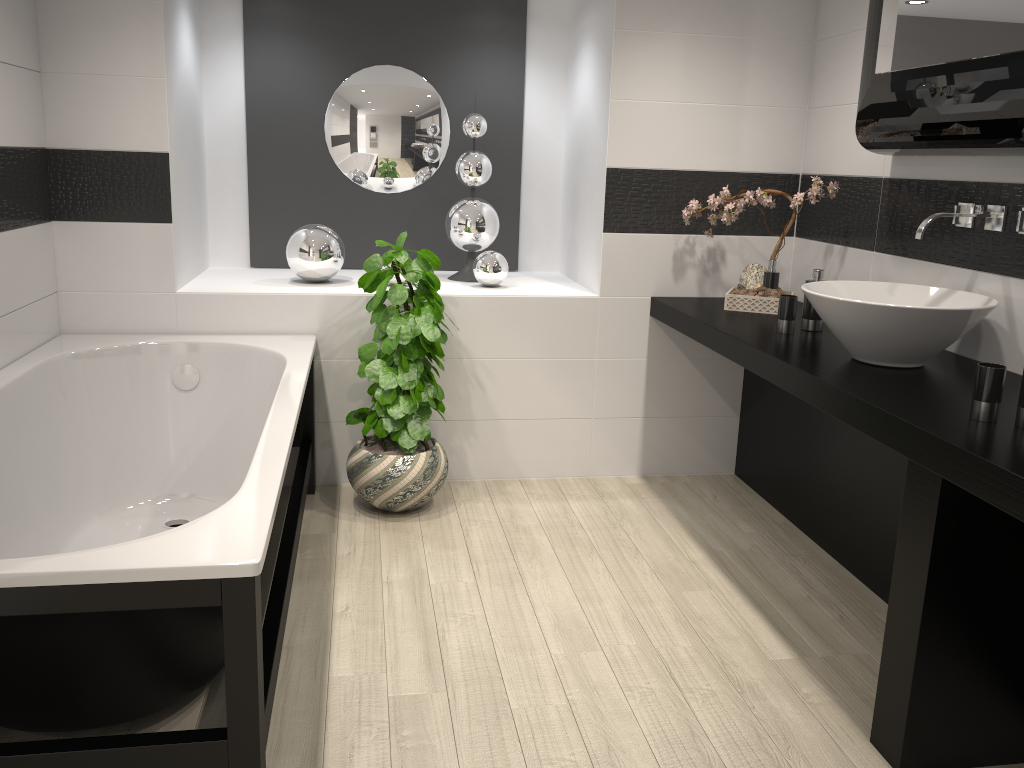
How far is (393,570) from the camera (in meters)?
3.13

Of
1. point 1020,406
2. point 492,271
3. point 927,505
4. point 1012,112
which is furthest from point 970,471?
point 492,271

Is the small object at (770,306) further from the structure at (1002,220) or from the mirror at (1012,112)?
the structure at (1002,220)

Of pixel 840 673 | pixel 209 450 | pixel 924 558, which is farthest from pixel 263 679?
pixel 209 450

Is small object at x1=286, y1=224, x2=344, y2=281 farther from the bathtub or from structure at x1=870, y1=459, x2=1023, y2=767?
structure at x1=870, y1=459, x2=1023, y2=767

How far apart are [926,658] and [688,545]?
1.4 meters

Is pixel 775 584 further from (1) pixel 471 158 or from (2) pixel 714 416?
(1) pixel 471 158

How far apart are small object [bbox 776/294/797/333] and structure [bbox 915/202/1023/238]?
0.53m

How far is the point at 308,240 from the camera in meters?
3.9 m

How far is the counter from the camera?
1.9 meters
